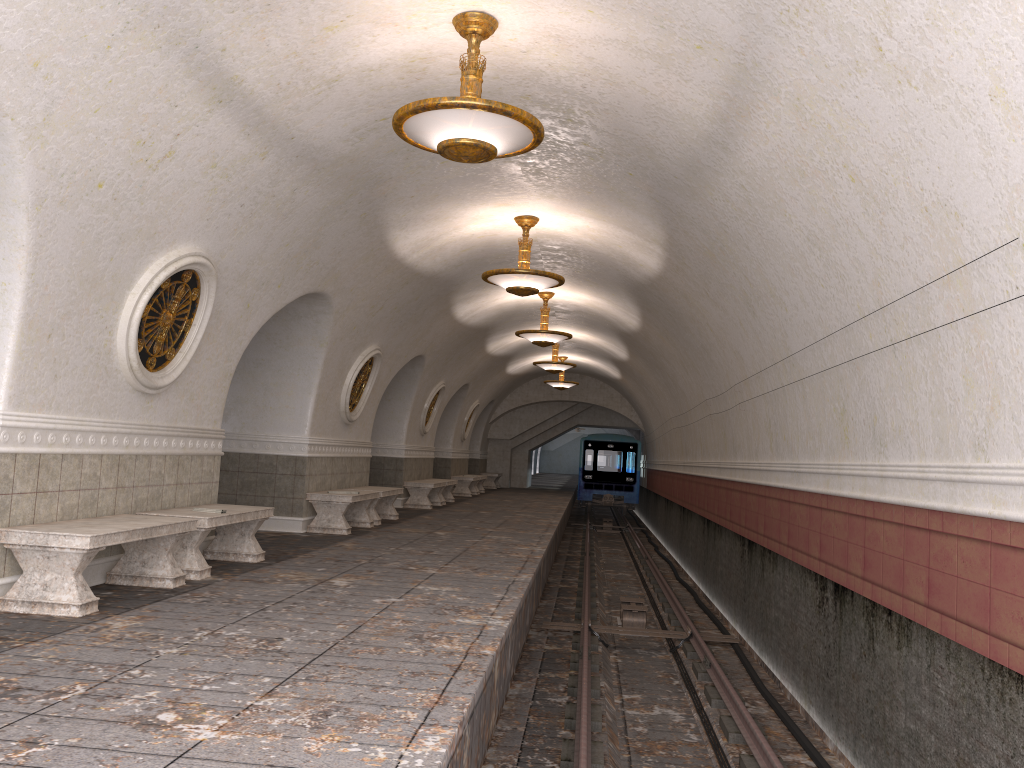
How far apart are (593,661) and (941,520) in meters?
5.0

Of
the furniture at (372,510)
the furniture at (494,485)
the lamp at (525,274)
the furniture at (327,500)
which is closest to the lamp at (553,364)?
the furniture at (372,510)

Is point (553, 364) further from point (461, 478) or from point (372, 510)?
point (372, 510)

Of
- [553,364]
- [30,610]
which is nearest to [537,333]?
[553,364]

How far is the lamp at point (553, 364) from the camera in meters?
19.9 m

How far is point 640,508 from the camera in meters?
34.6 m

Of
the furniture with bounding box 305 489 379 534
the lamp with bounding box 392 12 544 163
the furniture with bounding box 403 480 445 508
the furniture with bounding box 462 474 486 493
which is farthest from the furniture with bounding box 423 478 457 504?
the lamp with bounding box 392 12 544 163

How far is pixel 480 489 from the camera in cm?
2617

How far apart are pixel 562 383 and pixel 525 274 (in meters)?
14.52

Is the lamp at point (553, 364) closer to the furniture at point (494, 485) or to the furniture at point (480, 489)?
the furniture at point (480, 489)
